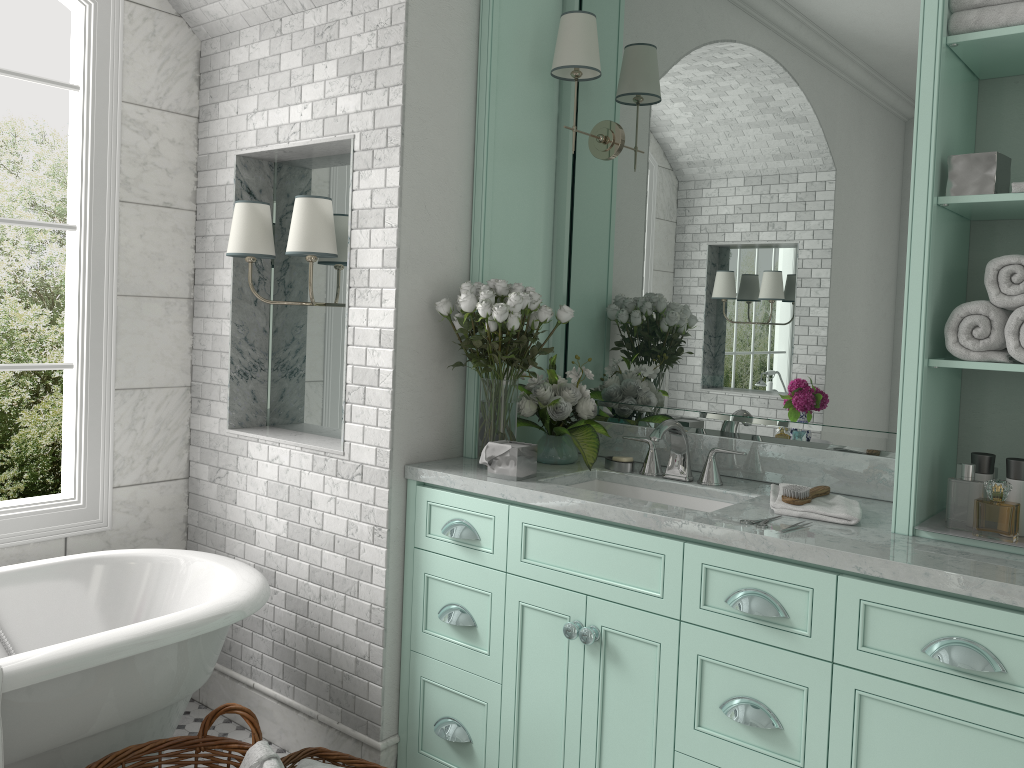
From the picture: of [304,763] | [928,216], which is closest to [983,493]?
[928,216]

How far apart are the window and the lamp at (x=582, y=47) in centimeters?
165cm

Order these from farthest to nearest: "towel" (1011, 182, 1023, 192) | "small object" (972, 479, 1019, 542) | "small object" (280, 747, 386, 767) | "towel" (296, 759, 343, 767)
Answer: "small object" (972, 479, 1019, 542), "small object" (280, 747, 386, 767), "towel" (296, 759, 343, 767), "towel" (1011, 182, 1023, 192)

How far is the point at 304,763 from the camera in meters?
2.7 m

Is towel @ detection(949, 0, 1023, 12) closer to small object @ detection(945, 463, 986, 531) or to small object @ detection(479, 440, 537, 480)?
small object @ detection(945, 463, 986, 531)

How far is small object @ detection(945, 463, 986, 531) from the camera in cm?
502

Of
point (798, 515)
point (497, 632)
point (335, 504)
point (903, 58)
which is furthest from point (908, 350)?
point (335, 504)

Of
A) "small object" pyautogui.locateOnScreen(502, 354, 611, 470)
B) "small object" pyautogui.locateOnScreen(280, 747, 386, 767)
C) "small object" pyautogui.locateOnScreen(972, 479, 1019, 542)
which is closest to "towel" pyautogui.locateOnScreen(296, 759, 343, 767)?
"small object" pyautogui.locateOnScreen(280, 747, 386, 767)

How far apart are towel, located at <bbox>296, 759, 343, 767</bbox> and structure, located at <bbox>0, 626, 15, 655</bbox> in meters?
1.1

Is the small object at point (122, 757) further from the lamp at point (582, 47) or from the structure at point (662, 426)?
the lamp at point (582, 47)
